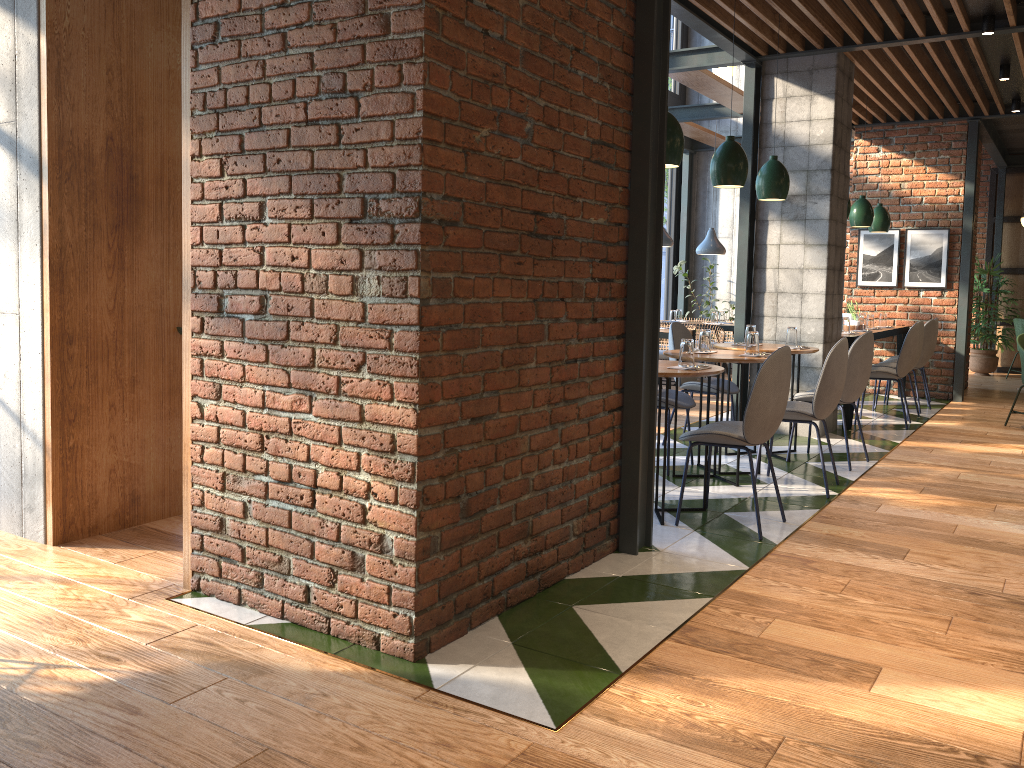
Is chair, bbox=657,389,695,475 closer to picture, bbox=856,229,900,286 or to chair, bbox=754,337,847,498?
chair, bbox=754,337,847,498

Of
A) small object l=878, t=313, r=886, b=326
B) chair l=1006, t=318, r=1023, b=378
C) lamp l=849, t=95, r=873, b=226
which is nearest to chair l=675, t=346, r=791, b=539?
lamp l=849, t=95, r=873, b=226

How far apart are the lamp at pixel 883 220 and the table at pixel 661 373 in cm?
552

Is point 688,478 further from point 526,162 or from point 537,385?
point 526,162

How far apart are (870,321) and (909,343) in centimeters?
136cm

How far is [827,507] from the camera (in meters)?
4.73

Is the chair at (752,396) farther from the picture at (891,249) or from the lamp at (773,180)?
the picture at (891,249)

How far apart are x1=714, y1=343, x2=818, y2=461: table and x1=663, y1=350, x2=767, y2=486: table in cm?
47

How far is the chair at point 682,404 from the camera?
5.45m

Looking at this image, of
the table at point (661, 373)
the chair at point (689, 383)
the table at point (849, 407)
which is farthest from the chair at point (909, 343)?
the table at point (661, 373)
